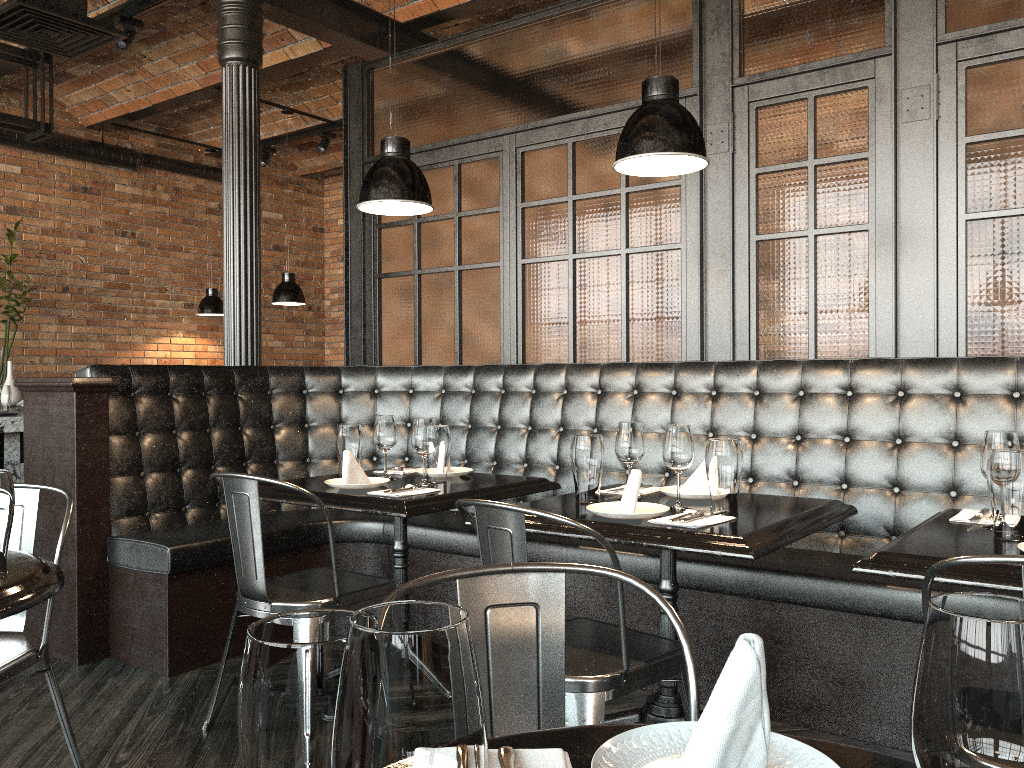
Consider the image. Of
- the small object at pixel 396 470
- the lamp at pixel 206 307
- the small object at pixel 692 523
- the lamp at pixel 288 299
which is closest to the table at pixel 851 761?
the small object at pixel 692 523

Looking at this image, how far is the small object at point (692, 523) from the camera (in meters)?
2.29

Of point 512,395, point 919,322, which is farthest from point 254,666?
Answer: point 512,395

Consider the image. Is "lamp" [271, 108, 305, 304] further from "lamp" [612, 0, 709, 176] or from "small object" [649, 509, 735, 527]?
"small object" [649, 509, 735, 527]

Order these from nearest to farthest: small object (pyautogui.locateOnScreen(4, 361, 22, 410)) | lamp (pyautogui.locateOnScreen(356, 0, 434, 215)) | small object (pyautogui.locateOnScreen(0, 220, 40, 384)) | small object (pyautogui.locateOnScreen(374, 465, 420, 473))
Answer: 1. lamp (pyautogui.locateOnScreen(356, 0, 434, 215))
2. small object (pyautogui.locateOnScreen(374, 465, 420, 473))
3. small object (pyautogui.locateOnScreen(4, 361, 22, 410))
4. small object (pyautogui.locateOnScreen(0, 220, 40, 384))

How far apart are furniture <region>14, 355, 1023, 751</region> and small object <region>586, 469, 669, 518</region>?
0.62m

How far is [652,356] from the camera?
4.3m

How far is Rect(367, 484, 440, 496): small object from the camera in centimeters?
292cm

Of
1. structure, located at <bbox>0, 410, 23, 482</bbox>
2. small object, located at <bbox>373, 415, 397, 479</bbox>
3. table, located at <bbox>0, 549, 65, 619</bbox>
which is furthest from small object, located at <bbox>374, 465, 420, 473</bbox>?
structure, located at <bbox>0, 410, 23, 482</bbox>

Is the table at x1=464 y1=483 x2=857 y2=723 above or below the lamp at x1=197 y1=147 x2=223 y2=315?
below
